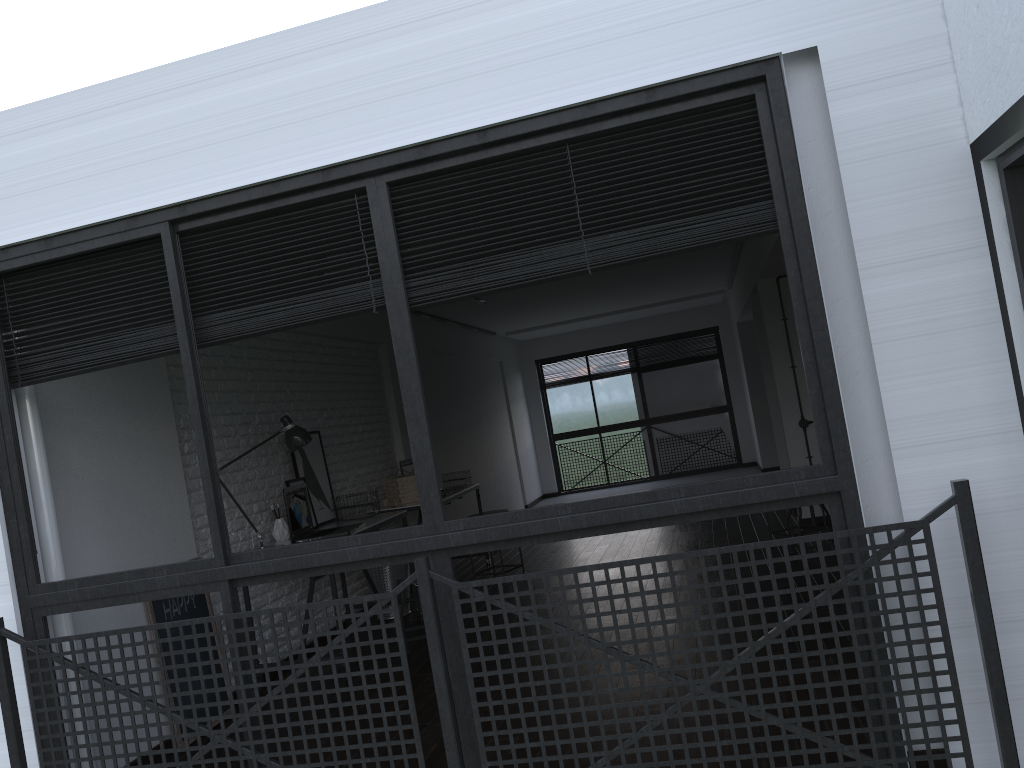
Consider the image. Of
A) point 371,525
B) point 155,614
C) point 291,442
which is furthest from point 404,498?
point 155,614

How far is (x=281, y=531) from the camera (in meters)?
5.06

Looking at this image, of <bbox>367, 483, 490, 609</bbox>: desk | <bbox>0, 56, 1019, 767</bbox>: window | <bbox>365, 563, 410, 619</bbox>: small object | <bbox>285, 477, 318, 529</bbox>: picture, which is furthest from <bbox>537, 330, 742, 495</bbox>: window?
<bbox>0, 56, 1019, 767</bbox>: window

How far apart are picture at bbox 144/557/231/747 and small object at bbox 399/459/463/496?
2.5m

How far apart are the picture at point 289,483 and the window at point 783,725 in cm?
234

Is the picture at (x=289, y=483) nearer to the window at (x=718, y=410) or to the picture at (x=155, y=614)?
the picture at (x=155, y=614)

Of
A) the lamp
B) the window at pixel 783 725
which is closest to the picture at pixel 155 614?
the lamp

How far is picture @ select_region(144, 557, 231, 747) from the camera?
3.91m

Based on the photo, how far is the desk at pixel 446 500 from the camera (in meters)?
6.40

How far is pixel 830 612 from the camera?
2.3 meters
